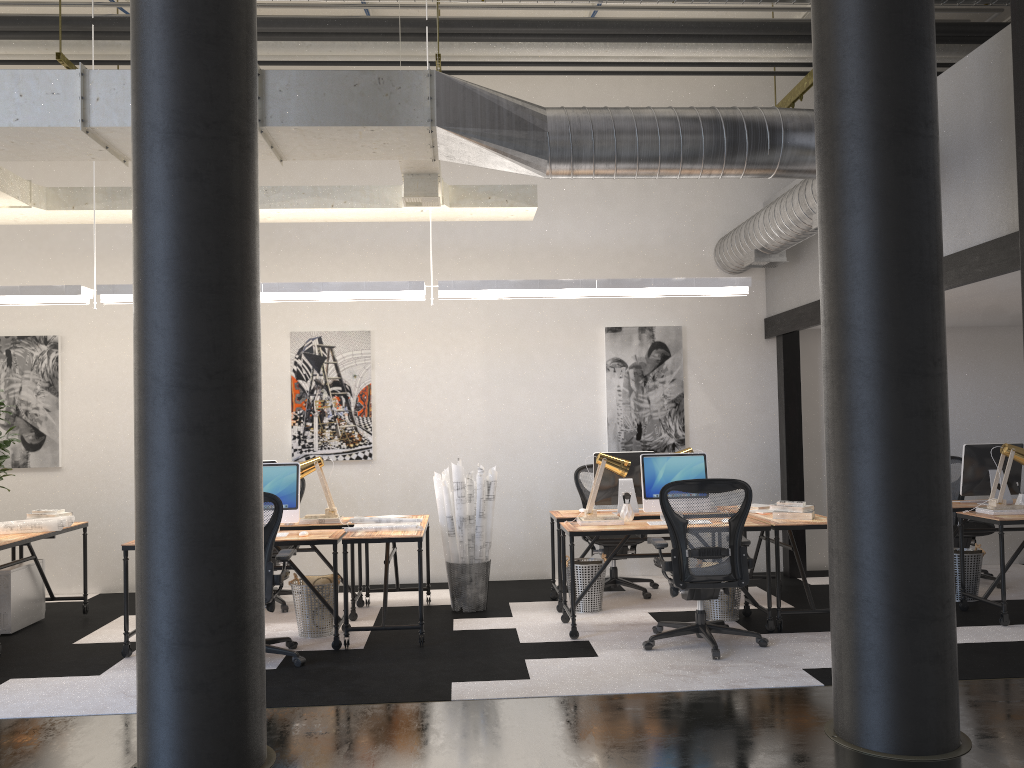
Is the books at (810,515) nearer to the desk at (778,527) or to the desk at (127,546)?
the desk at (778,527)

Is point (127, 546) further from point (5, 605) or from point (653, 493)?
point (653, 493)

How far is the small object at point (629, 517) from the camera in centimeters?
637cm

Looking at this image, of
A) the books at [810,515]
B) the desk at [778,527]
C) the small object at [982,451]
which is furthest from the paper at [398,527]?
the small object at [982,451]

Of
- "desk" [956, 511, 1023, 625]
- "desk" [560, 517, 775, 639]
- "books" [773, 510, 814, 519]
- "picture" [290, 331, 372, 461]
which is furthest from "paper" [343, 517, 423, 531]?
"desk" [956, 511, 1023, 625]

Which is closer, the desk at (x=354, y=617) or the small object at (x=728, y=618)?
the small object at (x=728, y=618)

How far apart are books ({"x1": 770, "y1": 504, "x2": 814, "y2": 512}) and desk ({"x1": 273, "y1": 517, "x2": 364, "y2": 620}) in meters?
3.2 m

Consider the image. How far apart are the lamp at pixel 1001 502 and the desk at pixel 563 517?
2.4 meters

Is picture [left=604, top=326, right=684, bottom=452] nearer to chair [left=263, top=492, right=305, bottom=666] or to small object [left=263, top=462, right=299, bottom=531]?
small object [left=263, top=462, right=299, bottom=531]

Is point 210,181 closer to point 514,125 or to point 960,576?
point 514,125
